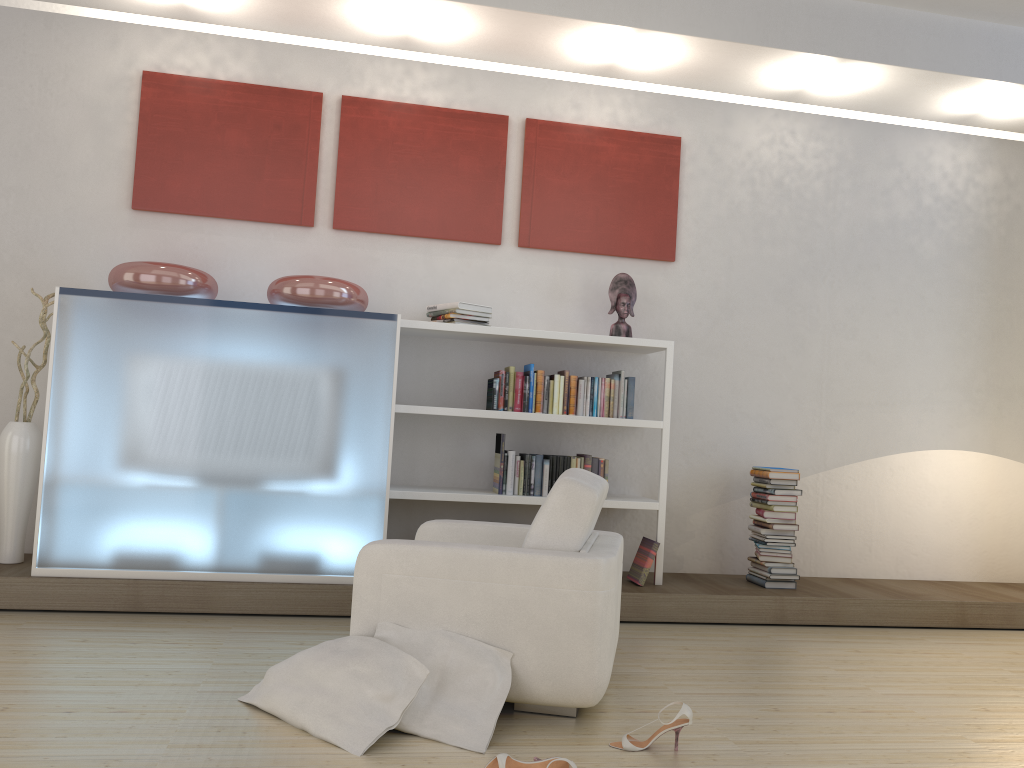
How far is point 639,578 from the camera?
4.96m

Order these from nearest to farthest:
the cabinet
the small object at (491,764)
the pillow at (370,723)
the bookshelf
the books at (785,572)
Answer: the small object at (491,764)
the pillow at (370,723)
the cabinet
the bookshelf
the books at (785,572)

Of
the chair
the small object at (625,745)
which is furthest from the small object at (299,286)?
the small object at (625,745)

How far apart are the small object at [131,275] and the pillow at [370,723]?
2.2 meters

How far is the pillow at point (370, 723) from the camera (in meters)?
2.77

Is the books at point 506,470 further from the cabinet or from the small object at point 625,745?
the small object at point 625,745

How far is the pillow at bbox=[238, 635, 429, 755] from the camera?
2.8m

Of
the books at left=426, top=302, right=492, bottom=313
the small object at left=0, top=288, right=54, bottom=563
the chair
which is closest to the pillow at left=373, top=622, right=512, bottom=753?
the chair

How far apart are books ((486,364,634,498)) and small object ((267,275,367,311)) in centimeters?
82cm

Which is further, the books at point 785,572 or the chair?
the books at point 785,572
